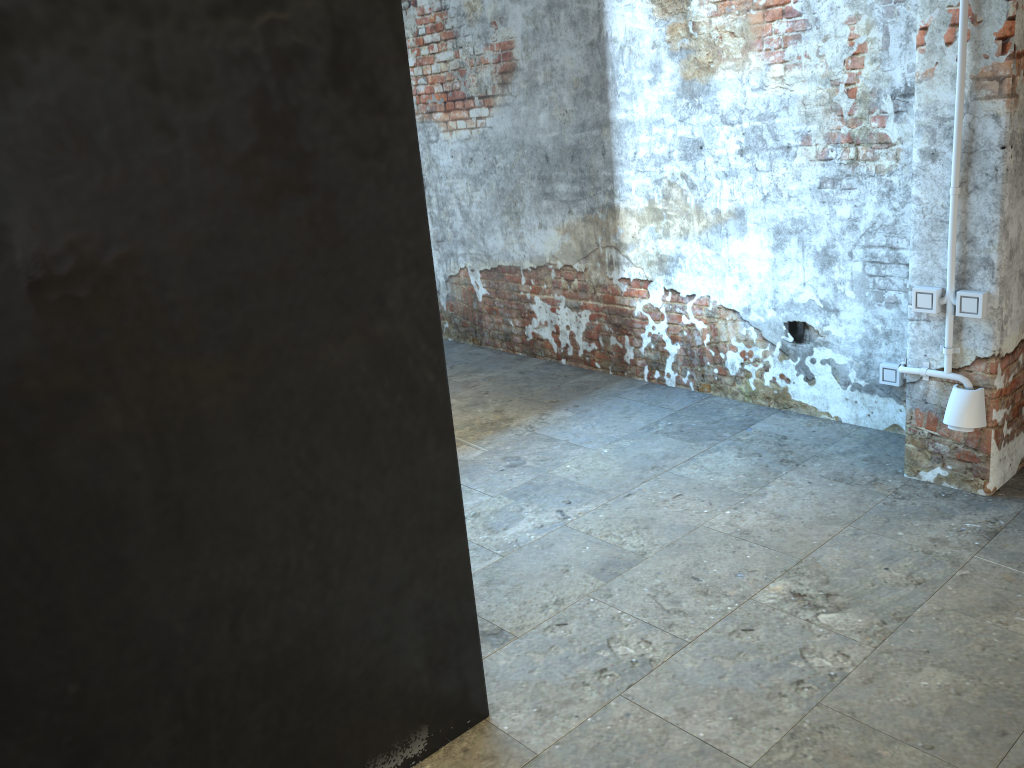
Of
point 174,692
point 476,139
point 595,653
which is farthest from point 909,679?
point 476,139
